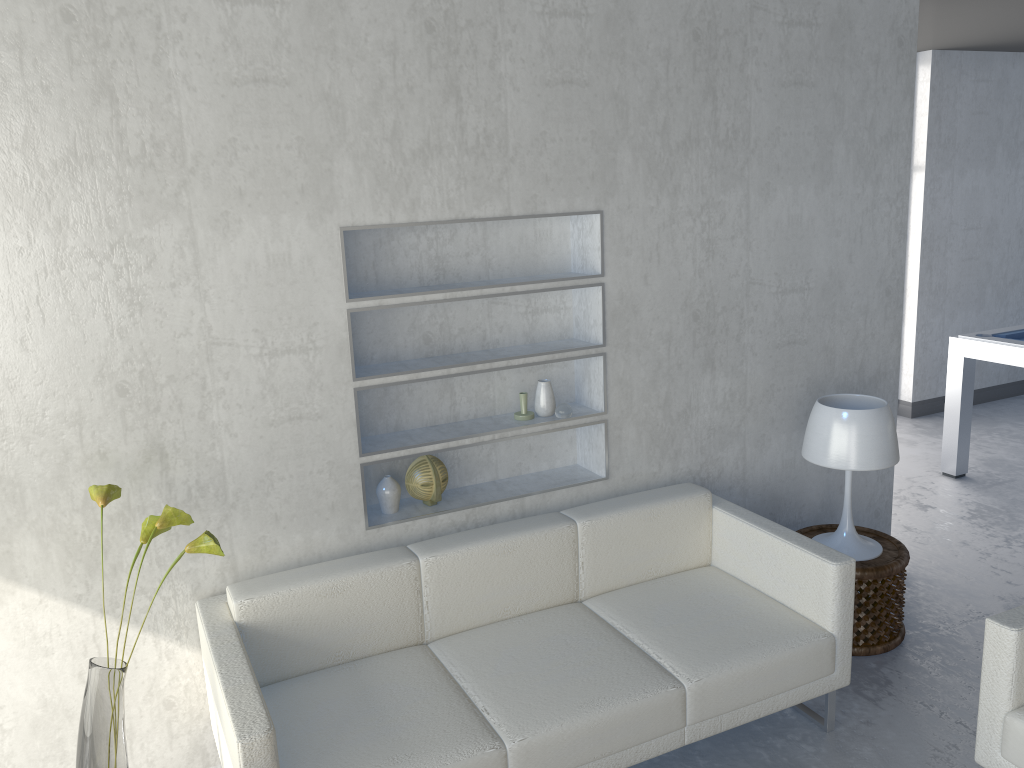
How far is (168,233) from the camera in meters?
2.5

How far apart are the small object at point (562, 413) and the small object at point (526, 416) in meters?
0.1

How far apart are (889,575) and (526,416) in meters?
1.5

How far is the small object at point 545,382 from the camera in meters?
3.2 m

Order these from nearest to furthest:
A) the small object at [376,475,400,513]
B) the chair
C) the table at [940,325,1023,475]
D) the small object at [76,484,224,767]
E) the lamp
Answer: the small object at [76,484,224,767]
the chair
the small object at [376,475,400,513]
the lamp
the table at [940,325,1023,475]

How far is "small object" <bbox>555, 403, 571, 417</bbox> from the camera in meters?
3.2 m

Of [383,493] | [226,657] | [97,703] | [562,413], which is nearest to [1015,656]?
[562,413]

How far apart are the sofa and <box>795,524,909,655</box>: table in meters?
0.4 m

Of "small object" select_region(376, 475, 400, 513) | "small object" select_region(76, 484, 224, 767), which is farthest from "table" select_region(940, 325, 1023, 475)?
"small object" select_region(76, 484, 224, 767)

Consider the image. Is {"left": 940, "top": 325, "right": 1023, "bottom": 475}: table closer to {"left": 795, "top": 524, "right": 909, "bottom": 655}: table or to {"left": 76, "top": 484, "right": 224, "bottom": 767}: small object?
{"left": 795, "top": 524, "right": 909, "bottom": 655}: table
